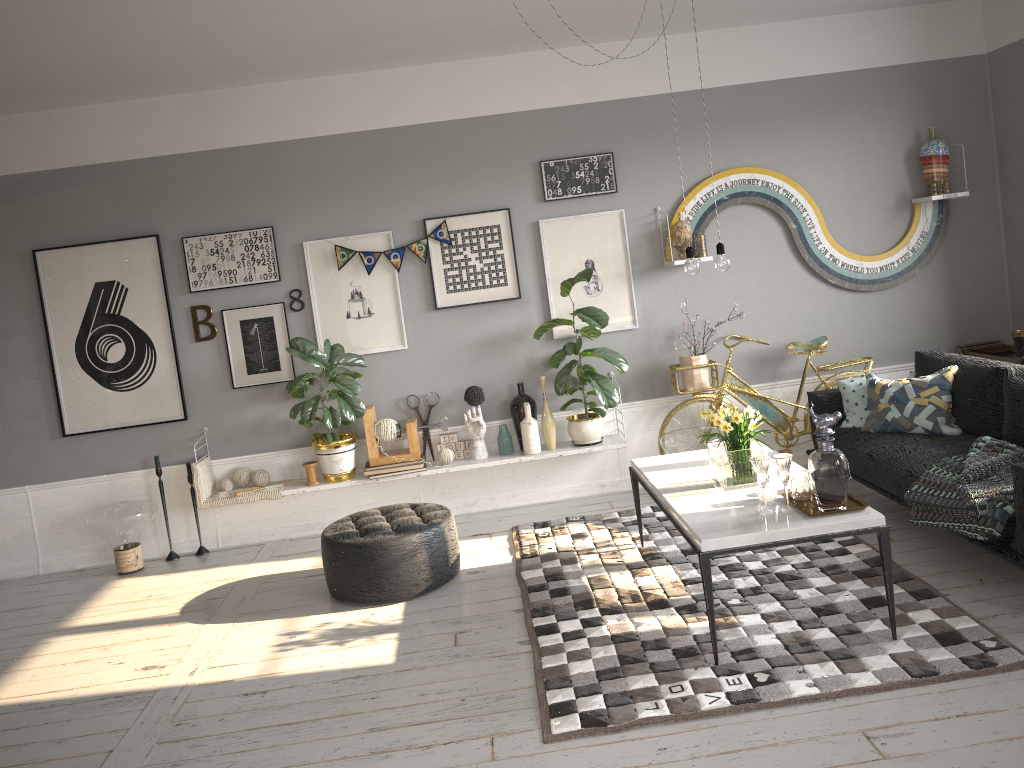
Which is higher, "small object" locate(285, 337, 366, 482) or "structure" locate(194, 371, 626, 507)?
"small object" locate(285, 337, 366, 482)

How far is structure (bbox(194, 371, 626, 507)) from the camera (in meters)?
5.71

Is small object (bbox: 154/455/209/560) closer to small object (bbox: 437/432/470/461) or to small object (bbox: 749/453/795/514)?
small object (bbox: 437/432/470/461)

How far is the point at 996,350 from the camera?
5.9 meters

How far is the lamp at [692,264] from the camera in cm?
400

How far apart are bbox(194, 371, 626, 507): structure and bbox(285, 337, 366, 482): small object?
0.04m

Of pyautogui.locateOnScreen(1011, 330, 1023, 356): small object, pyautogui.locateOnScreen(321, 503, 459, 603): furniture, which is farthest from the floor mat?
pyautogui.locateOnScreen(1011, 330, 1023, 356): small object

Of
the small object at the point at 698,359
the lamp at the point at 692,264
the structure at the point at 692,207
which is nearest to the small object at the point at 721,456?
the lamp at the point at 692,264

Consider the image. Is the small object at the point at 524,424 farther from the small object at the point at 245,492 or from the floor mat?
the small object at the point at 245,492

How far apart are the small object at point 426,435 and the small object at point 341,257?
1.1m
